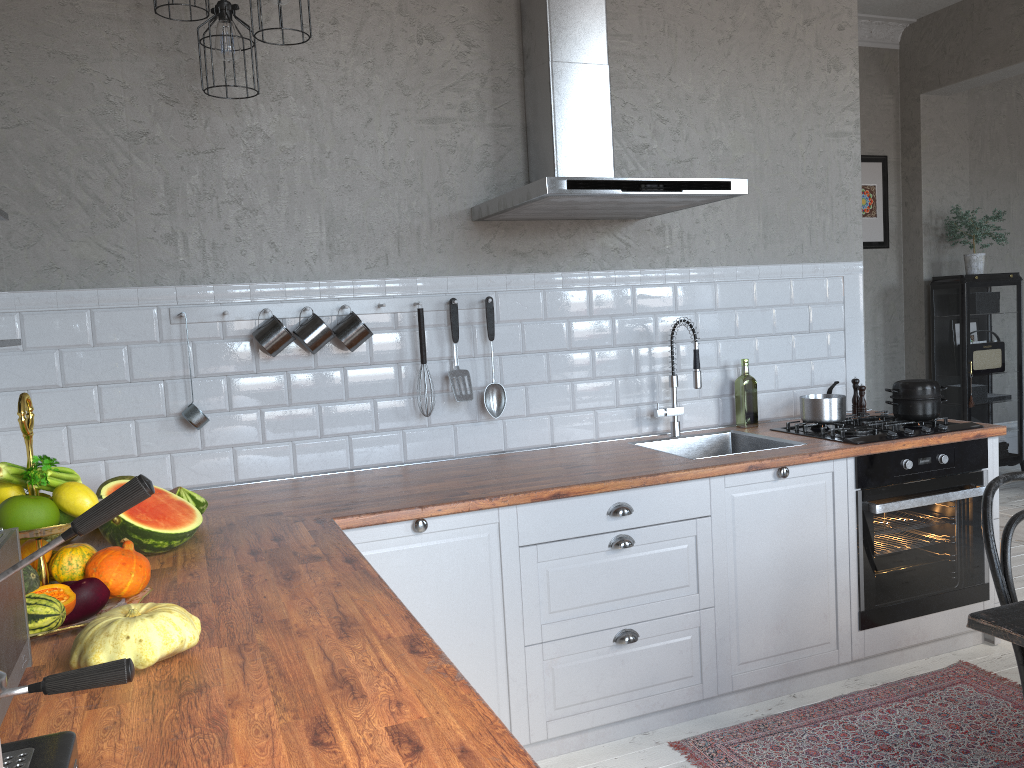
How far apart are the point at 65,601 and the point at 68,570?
0.1m

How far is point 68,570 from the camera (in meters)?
1.69

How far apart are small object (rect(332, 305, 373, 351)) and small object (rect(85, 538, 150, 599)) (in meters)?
1.34

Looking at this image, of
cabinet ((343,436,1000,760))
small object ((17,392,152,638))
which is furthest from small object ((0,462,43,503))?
cabinet ((343,436,1000,760))

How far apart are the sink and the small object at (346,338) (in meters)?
1.13

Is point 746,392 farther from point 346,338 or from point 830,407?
point 346,338

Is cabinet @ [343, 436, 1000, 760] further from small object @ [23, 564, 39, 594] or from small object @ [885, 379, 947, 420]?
small object @ [23, 564, 39, 594]

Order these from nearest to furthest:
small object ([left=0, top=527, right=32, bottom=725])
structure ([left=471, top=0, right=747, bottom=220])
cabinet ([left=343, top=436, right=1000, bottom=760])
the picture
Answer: small object ([left=0, top=527, right=32, bottom=725]) < cabinet ([left=343, top=436, right=1000, bottom=760]) < structure ([left=471, top=0, right=747, bottom=220]) < the picture

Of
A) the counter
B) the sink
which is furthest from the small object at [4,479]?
the sink

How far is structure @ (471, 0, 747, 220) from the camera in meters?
2.7
